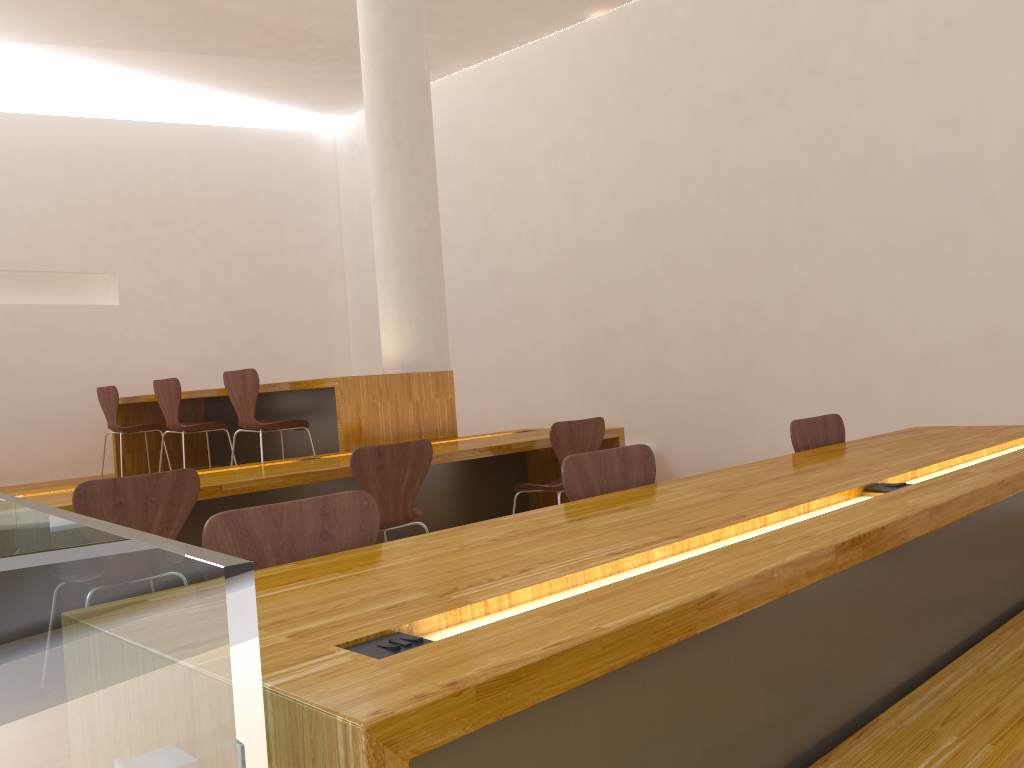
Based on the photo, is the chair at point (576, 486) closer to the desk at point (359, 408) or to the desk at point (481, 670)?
the desk at point (481, 670)

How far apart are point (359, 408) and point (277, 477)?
1.23m

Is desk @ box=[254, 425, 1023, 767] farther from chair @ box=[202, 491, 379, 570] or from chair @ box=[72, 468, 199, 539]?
chair @ box=[72, 468, 199, 539]

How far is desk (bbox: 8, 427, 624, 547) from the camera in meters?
3.4 m

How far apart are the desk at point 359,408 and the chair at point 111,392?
0.17m

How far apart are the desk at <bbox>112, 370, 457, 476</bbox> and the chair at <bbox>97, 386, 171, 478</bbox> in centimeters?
17cm

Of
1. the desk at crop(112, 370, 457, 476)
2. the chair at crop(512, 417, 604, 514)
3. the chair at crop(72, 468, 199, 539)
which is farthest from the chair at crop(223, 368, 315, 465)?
the chair at crop(72, 468, 199, 539)

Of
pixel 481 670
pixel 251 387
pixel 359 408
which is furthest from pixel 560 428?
pixel 481 670

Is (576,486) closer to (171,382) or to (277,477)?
(277,477)

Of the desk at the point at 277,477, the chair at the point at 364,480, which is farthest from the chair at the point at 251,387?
the chair at the point at 364,480
